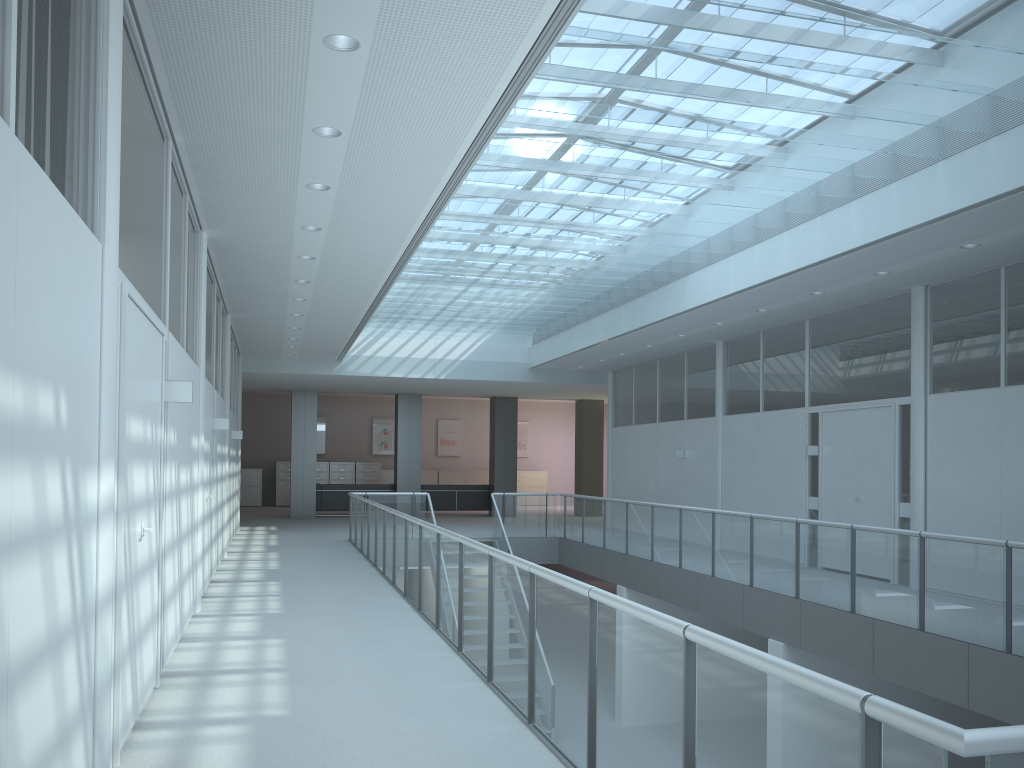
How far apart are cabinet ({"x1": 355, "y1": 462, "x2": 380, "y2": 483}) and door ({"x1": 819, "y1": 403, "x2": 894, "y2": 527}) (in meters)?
16.19

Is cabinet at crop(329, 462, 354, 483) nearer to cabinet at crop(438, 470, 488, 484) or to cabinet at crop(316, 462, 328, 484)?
cabinet at crop(316, 462, 328, 484)

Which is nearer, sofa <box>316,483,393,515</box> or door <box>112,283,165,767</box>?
door <box>112,283,165,767</box>

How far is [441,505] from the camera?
20.51m

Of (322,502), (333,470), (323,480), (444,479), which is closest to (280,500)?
(323,480)

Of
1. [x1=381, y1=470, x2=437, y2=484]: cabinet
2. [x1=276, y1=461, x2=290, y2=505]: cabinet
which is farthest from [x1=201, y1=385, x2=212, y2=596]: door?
[x1=381, y1=470, x2=437, y2=484]: cabinet

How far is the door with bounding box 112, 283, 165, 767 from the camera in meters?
3.5

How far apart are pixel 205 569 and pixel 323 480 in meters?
16.6 m

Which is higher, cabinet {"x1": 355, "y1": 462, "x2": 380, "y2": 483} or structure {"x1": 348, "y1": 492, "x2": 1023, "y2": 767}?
cabinet {"x1": 355, "y1": 462, "x2": 380, "y2": 483}

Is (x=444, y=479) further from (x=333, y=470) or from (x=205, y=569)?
(x=205, y=569)
